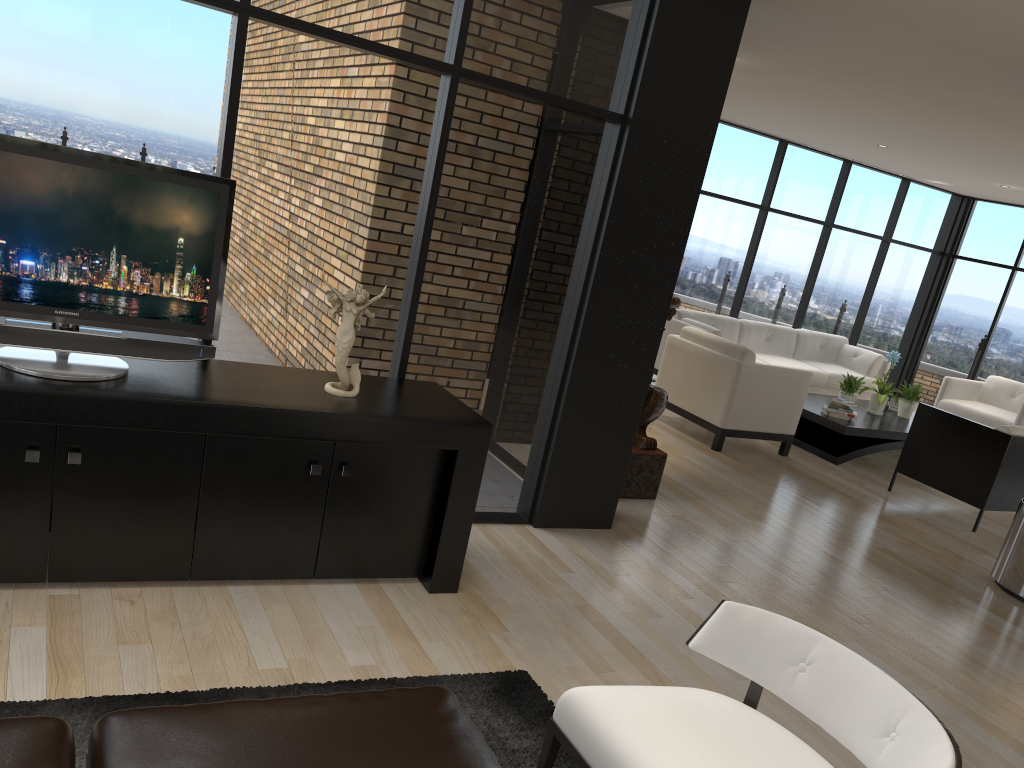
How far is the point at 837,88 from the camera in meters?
6.2

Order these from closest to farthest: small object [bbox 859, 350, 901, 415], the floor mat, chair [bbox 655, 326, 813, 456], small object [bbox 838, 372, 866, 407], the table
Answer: the floor mat → chair [bbox 655, 326, 813, 456] → the table → small object [bbox 838, 372, 866, 407] → small object [bbox 859, 350, 901, 415]

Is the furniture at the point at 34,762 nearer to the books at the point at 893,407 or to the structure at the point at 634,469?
the structure at the point at 634,469

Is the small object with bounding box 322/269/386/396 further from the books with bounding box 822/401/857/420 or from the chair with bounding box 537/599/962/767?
the books with bounding box 822/401/857/420

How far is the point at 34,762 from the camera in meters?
1.6 m

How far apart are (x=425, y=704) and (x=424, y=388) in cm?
199

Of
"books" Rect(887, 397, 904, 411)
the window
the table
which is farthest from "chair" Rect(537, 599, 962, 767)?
"books" Rect(887, 397, 904, 411)

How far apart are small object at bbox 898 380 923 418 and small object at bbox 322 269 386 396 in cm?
685

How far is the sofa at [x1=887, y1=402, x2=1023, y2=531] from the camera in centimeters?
633cm

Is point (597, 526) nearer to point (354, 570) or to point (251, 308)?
point (354, 570)
